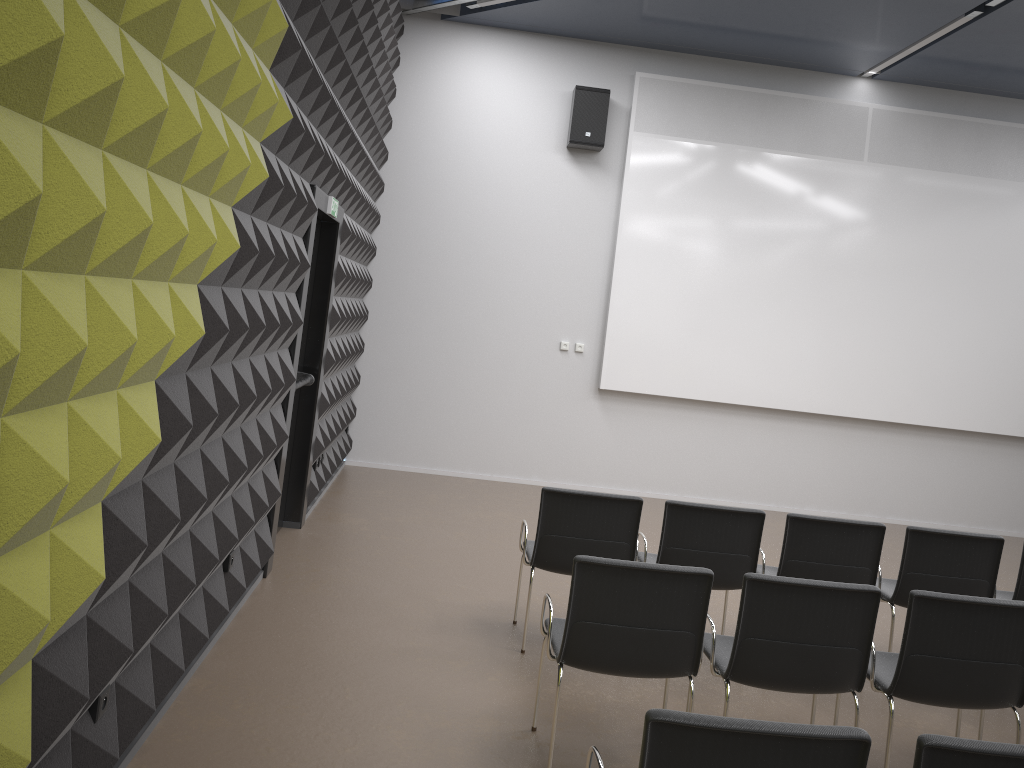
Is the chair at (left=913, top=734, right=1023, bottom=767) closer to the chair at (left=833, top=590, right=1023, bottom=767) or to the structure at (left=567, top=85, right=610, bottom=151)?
the chair at (left=833, top=590, right=1023, bottom=767)

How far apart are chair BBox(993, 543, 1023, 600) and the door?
4.4m

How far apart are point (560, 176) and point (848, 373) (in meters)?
3.78

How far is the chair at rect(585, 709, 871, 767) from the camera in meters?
2.2

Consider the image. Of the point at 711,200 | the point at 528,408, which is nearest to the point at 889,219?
the point at 711,200

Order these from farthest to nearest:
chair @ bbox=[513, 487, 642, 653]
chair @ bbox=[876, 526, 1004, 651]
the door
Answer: the door < chair @ bbox=[876, 526, 1004, 651] < chair @ bbox=[513, 487, 642, 653]

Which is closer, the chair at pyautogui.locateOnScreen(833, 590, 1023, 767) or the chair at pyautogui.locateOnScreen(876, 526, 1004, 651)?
the chair at pyautogui.locateOnScreen(833, 590, 1023, 767)

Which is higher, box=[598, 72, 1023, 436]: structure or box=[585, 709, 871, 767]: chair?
box=[598, 72, 1023, 436]: structure

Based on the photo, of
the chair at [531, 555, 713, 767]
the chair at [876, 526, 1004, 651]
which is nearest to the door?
the chair at [531, 555, 713, 767]

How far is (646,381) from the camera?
9.5 meters
